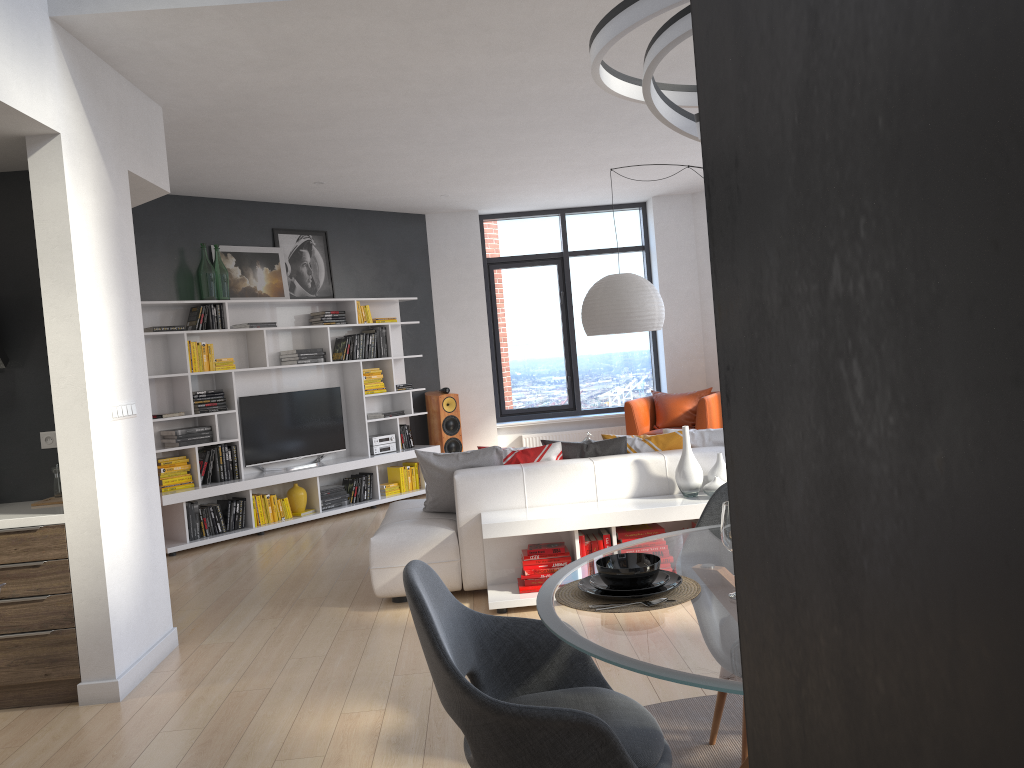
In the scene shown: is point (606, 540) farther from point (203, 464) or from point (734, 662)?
point (203, 464)

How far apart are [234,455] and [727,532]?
6.3 meters

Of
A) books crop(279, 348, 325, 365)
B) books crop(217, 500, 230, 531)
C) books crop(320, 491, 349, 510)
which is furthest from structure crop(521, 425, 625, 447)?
books crop(217, 500, 230, 531)

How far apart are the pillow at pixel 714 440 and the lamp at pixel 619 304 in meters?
1.0 m

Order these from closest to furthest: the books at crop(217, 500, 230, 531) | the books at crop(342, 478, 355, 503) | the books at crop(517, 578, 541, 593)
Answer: the books at crop(517, 578, 541, 593)
the books at crop(217, 500, 230, 531)
the books at crop(342, 478, 355, 503)

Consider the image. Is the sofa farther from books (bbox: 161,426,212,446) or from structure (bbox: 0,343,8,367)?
books (bbox: 161,426,212,446)

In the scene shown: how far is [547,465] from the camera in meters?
5.1

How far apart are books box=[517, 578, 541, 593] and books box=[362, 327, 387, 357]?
4.5m

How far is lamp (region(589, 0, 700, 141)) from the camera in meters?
1.9

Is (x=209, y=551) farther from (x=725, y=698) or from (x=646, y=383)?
(x=646, y=383)
